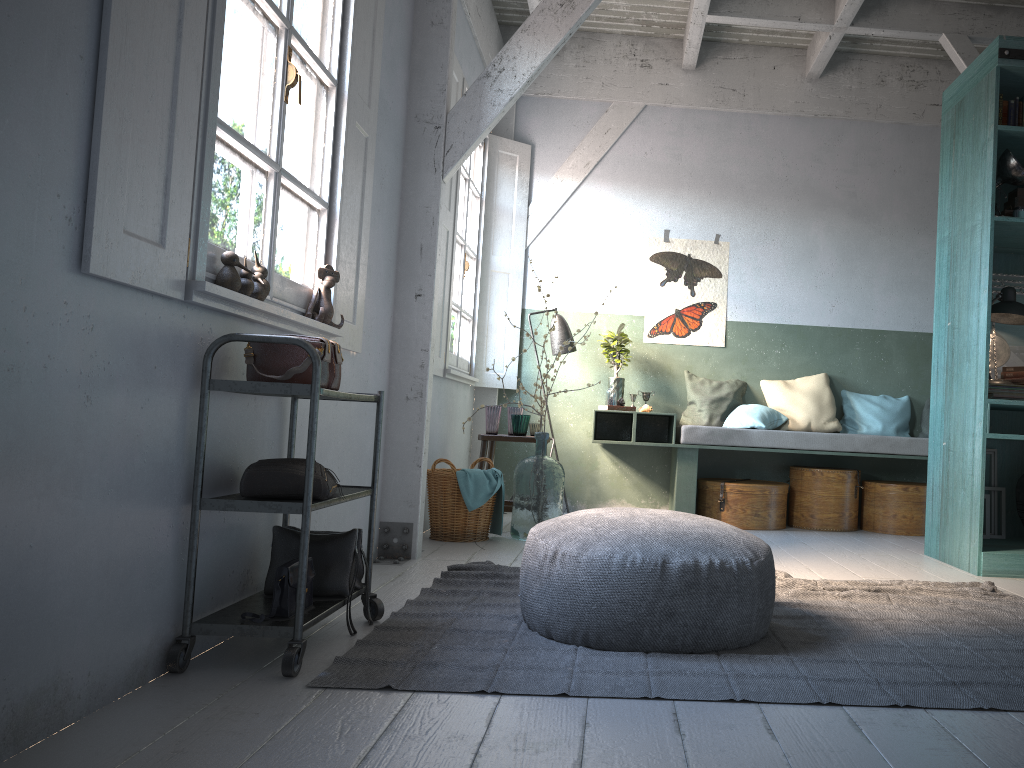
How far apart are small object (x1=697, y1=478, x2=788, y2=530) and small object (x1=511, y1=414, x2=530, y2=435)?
1.66m

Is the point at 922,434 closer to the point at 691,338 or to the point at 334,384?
the point at 691,338

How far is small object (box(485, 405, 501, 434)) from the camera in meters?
6.7 m

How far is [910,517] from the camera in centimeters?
701cm

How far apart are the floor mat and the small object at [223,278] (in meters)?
1.28

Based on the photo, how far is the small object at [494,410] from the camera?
6.69m

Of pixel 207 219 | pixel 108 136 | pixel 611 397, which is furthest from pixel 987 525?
pixel 108 136

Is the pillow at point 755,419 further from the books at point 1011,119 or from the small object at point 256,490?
the small object at point 256,490

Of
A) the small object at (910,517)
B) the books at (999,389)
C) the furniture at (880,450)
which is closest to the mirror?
the books at (999,389)

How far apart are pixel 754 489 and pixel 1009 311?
2.35m
